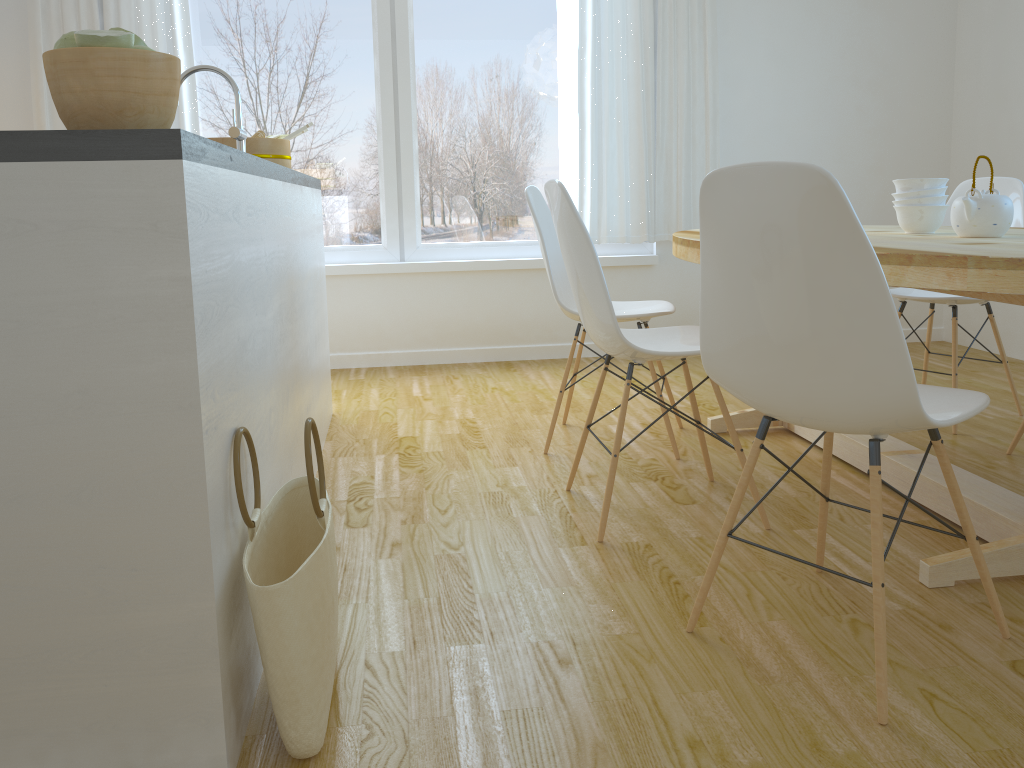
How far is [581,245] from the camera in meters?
2.2 m

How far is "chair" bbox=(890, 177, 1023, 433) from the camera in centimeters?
315cm

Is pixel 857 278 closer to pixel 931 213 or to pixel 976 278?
pixel 976 278

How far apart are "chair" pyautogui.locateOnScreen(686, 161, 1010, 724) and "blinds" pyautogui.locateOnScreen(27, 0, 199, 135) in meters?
3.4

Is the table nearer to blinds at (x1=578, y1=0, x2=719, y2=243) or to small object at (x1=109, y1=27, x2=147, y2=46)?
small object at (x1=109, y1=27, x2=147, y2=46)

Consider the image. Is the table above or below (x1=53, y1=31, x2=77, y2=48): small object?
below

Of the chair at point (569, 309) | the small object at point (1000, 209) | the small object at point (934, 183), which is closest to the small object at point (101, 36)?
the chair at point (569, 309)

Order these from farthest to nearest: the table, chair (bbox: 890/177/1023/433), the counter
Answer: chair (bbox: 890/177/1023/433) → the table → the counter

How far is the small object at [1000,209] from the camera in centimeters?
223cm

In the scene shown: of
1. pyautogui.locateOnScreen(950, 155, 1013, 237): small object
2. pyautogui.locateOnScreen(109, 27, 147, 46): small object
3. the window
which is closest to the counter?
pyautogui.locateOnScreen(109, 27, 147, 46): small object
